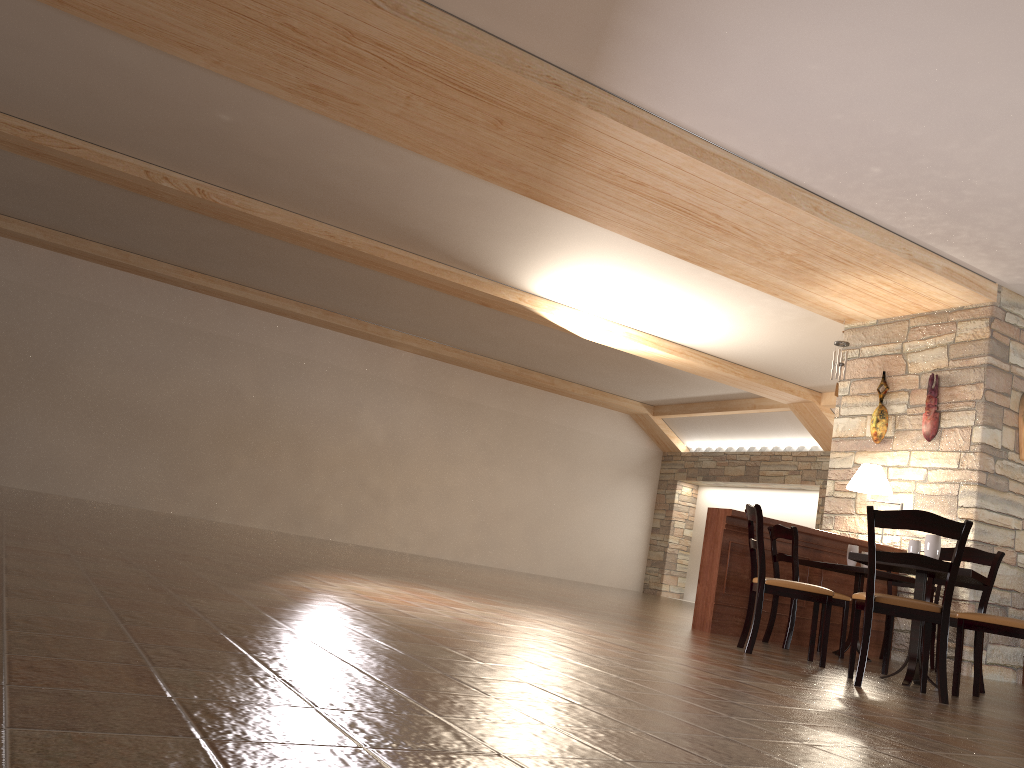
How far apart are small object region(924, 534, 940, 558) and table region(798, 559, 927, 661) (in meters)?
1.47

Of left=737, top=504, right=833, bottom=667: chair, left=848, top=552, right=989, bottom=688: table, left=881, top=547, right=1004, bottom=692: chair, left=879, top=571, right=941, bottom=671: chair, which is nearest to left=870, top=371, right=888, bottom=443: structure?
left=879, top=571, right=941, bottom=671: chair

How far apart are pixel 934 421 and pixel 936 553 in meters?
3.1

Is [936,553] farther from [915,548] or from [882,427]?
[882,427]

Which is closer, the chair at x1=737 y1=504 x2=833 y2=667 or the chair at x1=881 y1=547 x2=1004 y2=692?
the chair at x1=737 y1=504 x2=833 y2=667

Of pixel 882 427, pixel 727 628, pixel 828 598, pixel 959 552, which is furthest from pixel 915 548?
pixel 882 427

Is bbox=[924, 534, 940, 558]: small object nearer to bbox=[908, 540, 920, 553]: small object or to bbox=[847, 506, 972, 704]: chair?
bbox=[908, 540, 920, 553]: small object

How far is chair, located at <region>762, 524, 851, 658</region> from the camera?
6.19m

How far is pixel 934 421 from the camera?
7.6 meters

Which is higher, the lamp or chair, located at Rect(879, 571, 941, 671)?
the lamp
